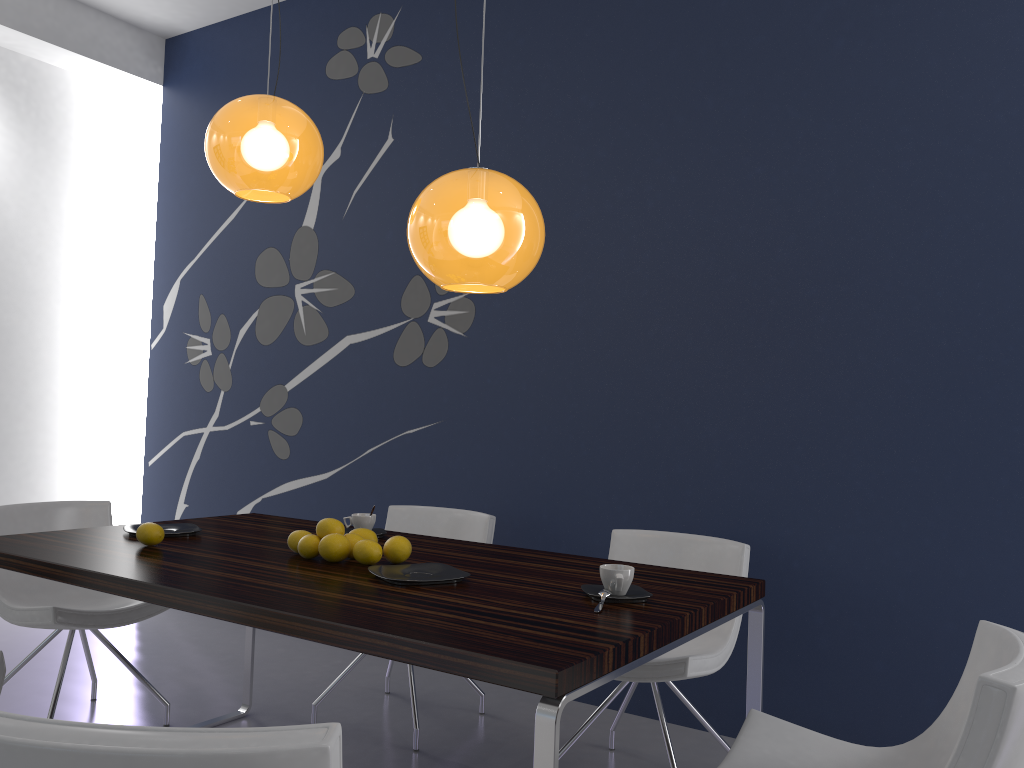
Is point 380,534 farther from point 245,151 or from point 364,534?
point 245,151

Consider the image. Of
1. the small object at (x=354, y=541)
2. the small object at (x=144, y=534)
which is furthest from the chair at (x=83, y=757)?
A: the small object at (x=144, y=534)

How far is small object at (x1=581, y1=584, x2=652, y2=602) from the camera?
2.0 meters

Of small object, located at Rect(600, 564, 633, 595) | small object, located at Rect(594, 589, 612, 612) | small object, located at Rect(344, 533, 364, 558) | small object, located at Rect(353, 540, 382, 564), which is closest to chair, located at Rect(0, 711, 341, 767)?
small object, located at Rect(594, 589, 612, 612)

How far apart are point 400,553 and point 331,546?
0.2 meters

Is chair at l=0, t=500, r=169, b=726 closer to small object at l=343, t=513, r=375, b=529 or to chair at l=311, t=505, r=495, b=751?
chair at l=311, t=505, r=495, b=751

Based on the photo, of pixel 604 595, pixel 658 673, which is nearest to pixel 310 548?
pixel 604 595

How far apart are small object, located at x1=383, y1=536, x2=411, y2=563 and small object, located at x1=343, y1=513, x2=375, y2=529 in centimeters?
53cm

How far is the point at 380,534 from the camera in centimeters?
292cm

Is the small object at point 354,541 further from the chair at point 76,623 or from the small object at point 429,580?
the chair at point 76,623
